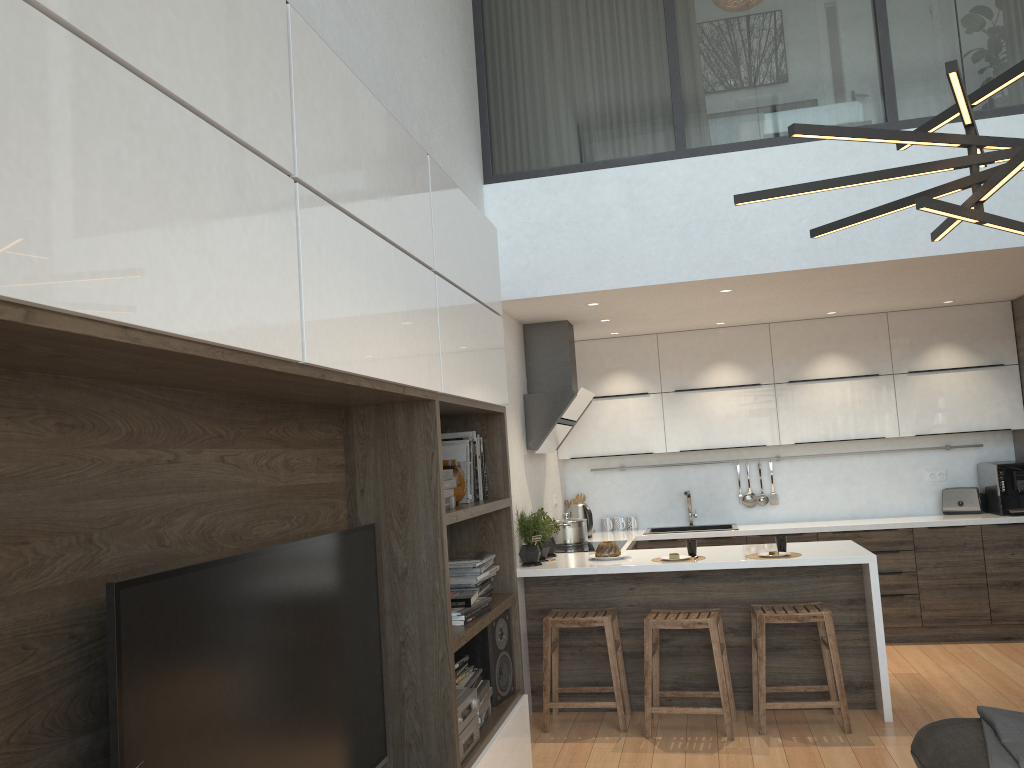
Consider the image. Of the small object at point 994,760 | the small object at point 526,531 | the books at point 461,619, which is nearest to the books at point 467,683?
the books at point 461,619

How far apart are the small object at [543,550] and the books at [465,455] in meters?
1.8 m

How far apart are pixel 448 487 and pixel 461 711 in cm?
Result: 72

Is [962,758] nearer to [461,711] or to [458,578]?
[461,711]

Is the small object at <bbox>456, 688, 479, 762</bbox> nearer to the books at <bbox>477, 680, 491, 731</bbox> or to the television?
the books at <bbox>477, 680, 491, 731</bbox>

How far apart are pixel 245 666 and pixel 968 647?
5.68m

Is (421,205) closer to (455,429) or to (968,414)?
(455,429)

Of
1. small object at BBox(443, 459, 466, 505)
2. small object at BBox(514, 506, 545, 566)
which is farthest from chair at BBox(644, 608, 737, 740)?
small object at BBox(443, 459, 466, 505)

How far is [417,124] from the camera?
4.00m

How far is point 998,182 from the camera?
2.1 meters
